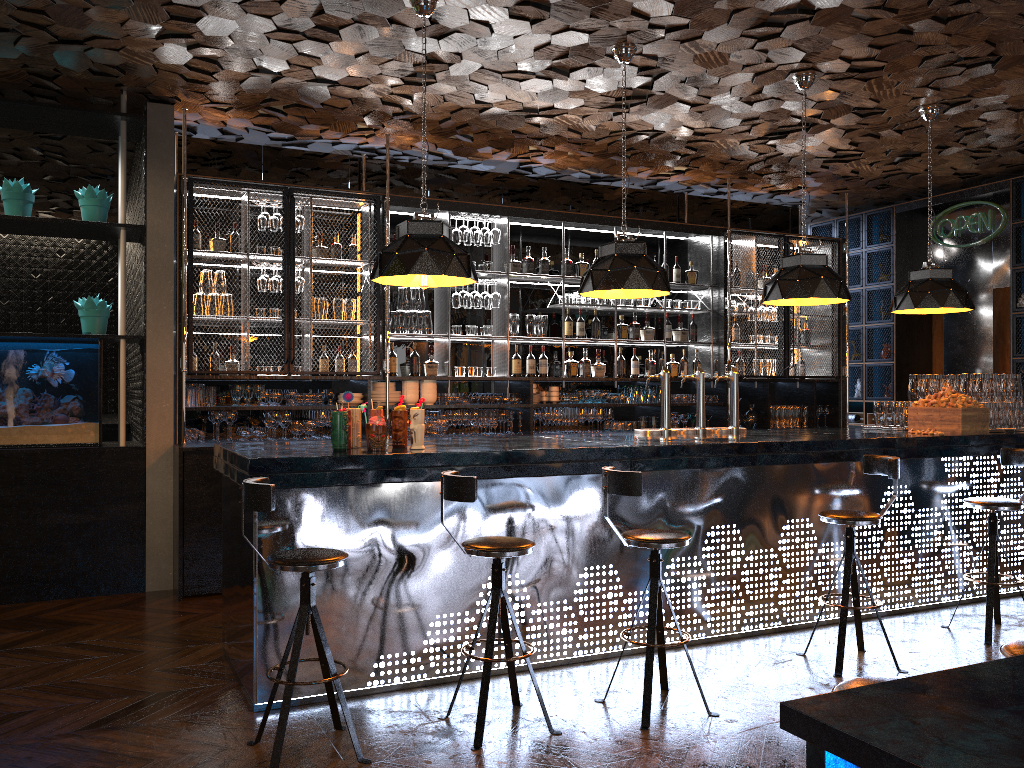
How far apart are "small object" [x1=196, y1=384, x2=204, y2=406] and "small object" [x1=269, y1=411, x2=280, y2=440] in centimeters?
53cm

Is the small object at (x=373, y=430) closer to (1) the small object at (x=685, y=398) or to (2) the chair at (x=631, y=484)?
(2) the chair at (x=631, y=484)

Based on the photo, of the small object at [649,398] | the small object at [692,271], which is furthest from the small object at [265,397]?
the small object at [692,271]

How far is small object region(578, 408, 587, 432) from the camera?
8.2m

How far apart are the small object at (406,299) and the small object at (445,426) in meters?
1.0 m

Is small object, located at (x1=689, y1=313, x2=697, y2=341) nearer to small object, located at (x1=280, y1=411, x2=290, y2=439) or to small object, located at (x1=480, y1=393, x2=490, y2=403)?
small object, located at (x1=480, y1=393, x2=490, y2=403)

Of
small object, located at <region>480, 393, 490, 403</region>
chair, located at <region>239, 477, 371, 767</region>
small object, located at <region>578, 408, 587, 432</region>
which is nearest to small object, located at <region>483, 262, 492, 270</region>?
small object, located at <region>480, 393, 490, 403</region>

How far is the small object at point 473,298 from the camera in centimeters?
780cm

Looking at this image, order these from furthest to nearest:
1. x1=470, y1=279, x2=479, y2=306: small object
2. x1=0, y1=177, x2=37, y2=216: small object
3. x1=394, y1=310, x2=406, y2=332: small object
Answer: x1=470, y1=279, x2=479, y2=306: small object < x1=394, y1=310, x2=406, y2=332: small object < x1=0, y1=177, x2=37, y2=216: small object

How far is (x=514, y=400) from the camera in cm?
782
